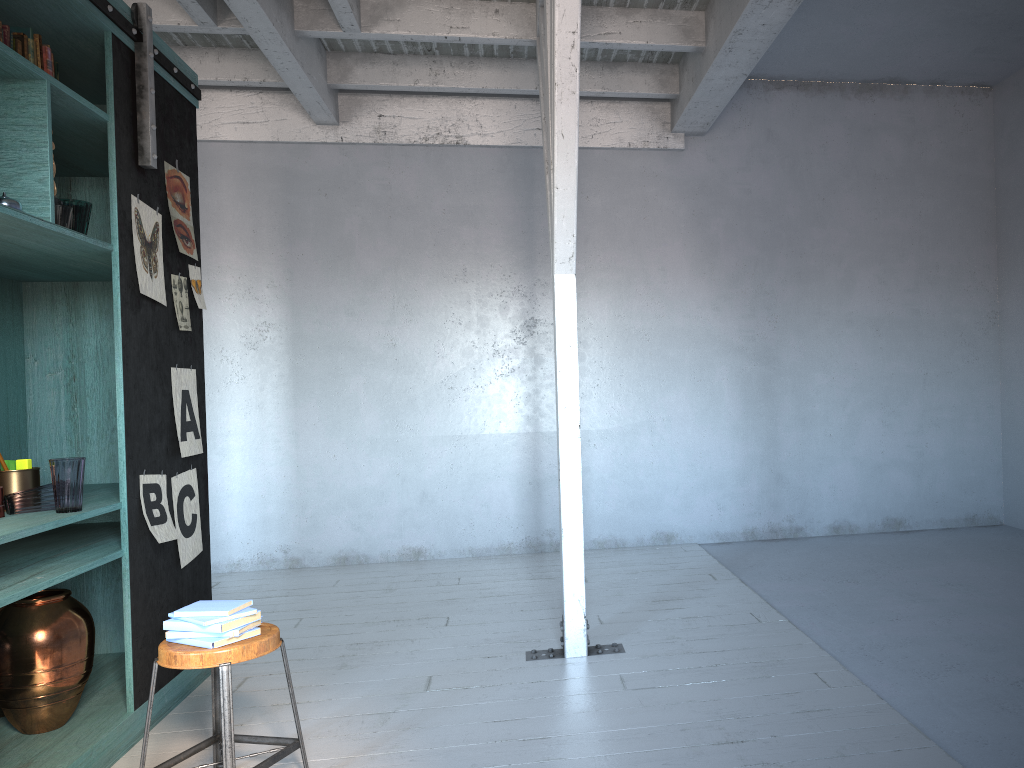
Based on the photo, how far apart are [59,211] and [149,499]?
1.5 meters

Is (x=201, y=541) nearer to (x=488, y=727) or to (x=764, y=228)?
(x=488, y=727)

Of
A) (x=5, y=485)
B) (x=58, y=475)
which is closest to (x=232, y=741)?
(x=58, y=475)

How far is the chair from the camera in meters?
3.2

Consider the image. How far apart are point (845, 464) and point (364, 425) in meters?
4.5 m

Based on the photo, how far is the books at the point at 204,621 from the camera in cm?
331

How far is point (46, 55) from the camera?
4.0m

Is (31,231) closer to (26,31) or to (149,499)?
(26,31)

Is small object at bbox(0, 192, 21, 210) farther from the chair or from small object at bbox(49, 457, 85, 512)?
the chair

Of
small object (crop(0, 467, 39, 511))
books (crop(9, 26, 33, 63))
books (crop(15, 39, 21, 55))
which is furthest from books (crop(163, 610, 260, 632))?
books (crop(9, 26, 33, 63))
